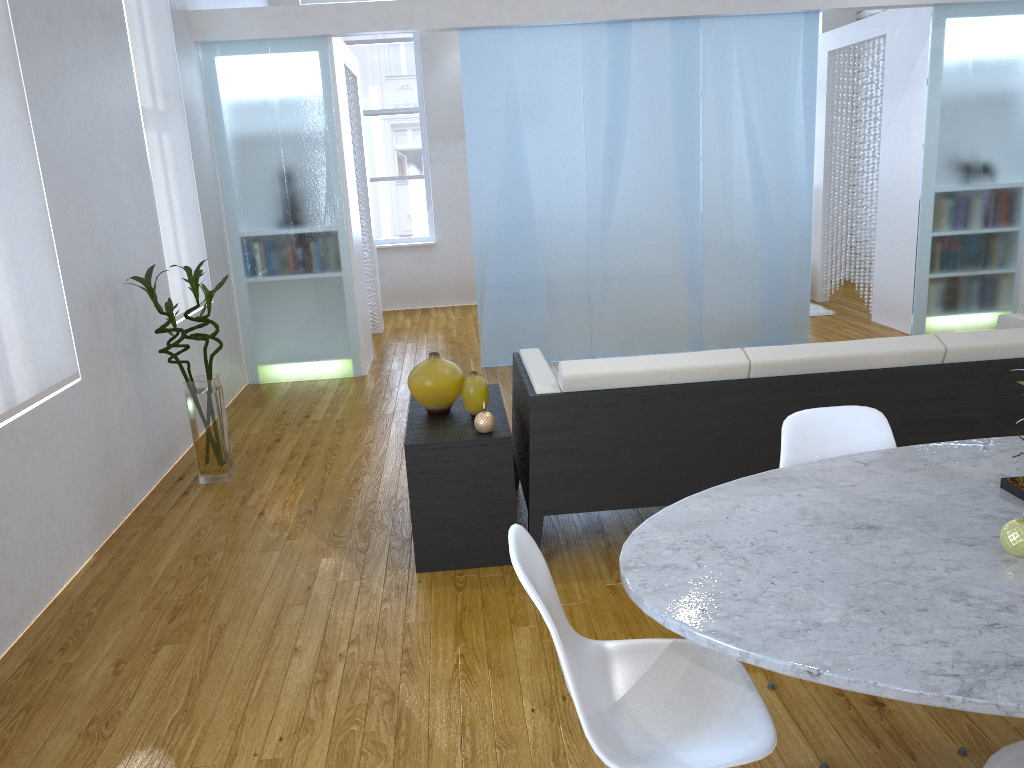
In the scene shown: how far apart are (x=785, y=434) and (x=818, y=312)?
5.35m

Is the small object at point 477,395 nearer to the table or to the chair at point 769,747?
the table

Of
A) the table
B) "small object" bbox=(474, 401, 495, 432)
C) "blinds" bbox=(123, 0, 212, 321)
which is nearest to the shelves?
"small object" bbox=(474, 401, 495, 432)

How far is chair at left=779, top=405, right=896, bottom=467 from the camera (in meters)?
2.07

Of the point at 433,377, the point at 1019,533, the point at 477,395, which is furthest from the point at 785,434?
the point at 433,377

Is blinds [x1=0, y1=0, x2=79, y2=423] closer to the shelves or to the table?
the shelves

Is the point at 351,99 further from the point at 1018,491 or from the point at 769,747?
the point at 769,747

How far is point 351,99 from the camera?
6.6 meters

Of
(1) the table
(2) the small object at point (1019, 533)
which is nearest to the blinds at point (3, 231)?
(1) the table

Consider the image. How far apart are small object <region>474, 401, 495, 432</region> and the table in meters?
1.2 m
